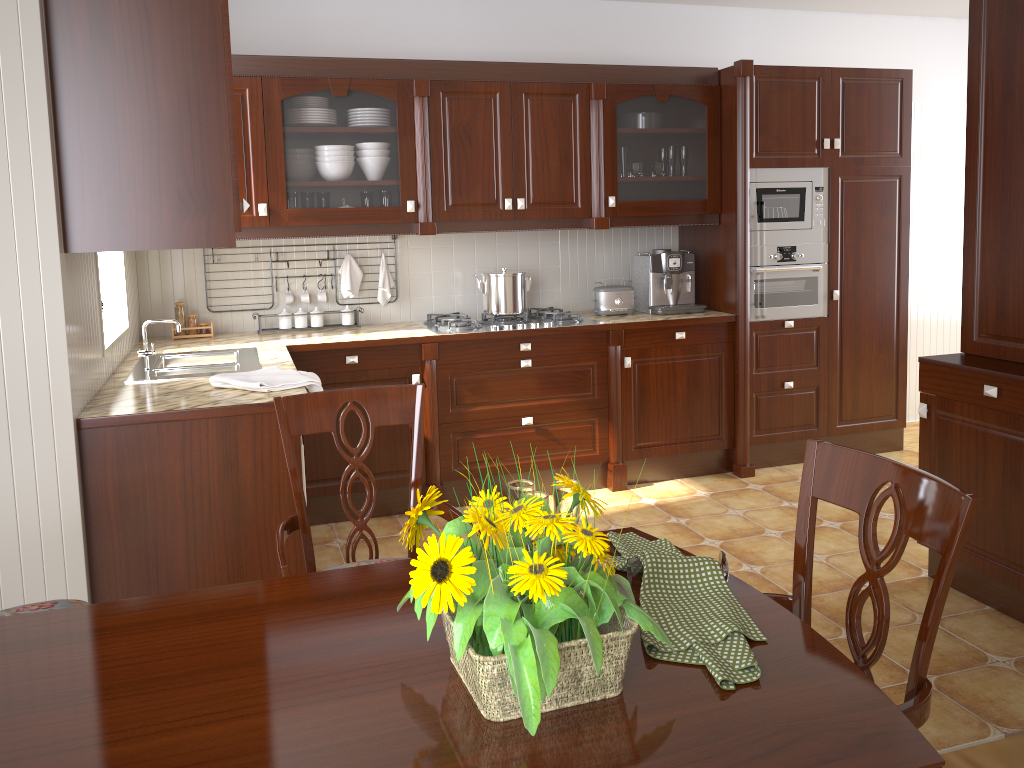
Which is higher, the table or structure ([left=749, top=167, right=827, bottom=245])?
structure ([left=749, top=167, right=827, bottom=245])

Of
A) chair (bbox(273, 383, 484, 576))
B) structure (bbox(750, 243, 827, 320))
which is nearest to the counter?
structure (bbox(750, 243, 827, 320))

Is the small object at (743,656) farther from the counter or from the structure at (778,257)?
the structure at (778,257)

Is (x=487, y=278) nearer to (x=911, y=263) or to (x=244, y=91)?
(x=244, y=91)

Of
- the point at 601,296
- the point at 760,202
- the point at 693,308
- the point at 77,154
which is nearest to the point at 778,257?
the point at 760,202

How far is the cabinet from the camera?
2.3m

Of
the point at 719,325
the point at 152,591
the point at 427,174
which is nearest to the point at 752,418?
the point at 719,325

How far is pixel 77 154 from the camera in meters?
2.3 m

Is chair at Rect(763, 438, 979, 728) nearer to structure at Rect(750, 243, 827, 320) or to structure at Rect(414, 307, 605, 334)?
structure at Rect(414, 307, 605, 334)

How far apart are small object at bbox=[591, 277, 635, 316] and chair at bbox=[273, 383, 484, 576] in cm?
249
